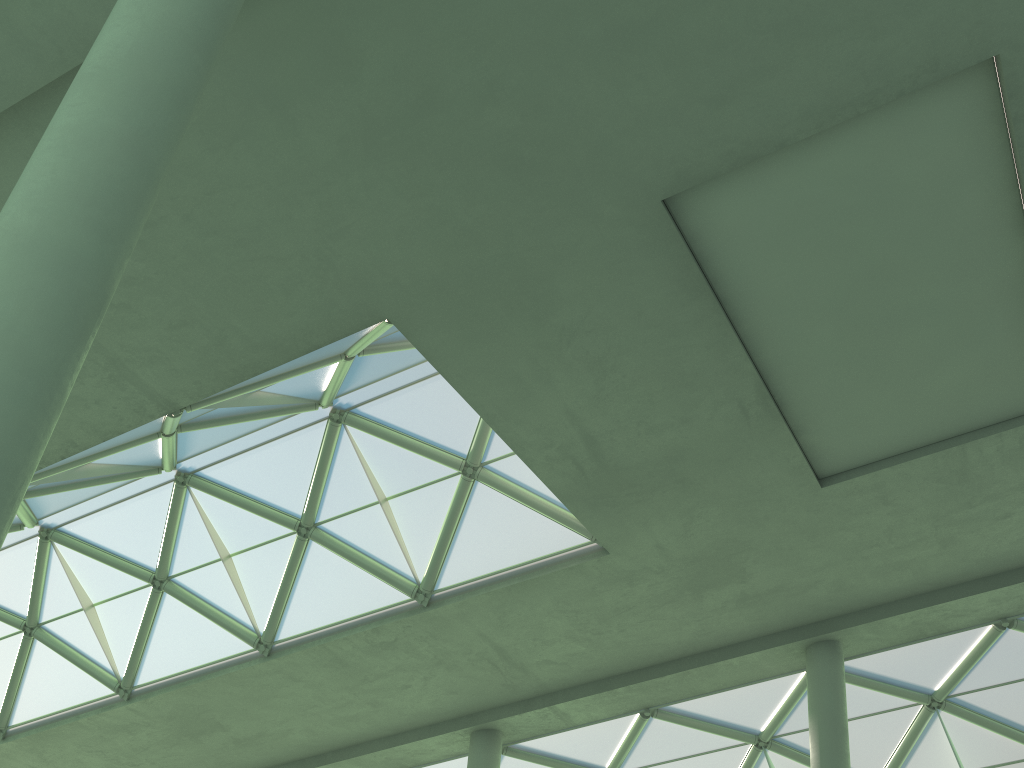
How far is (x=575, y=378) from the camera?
18.3m
